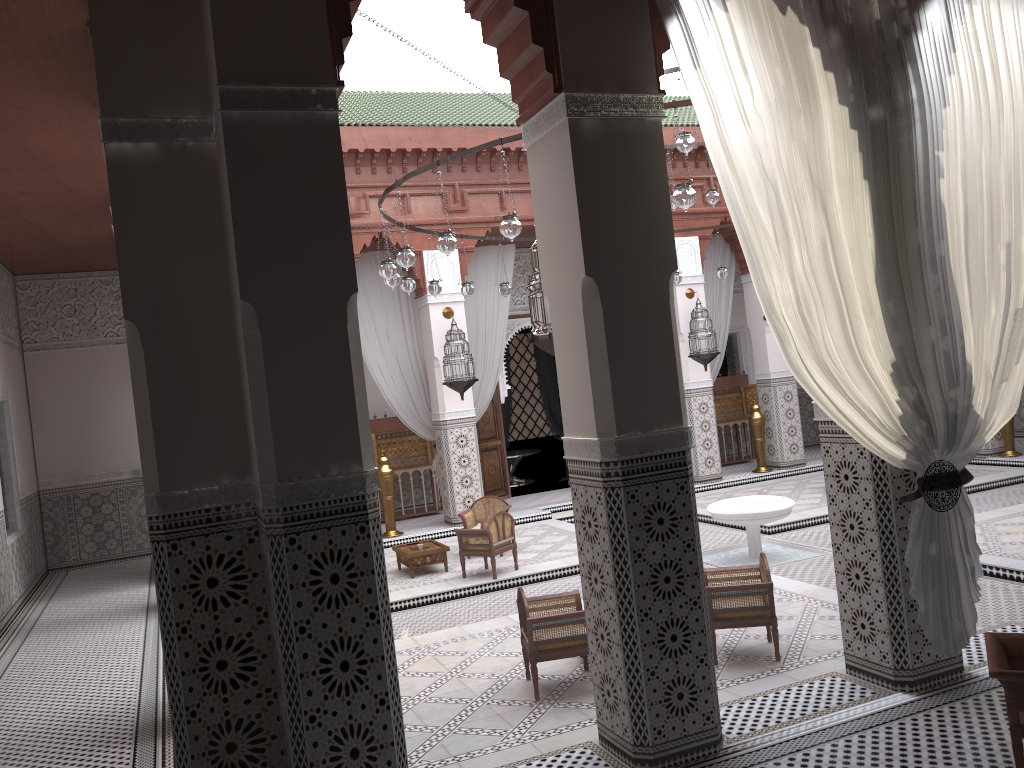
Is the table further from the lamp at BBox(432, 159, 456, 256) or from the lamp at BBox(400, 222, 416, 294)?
the lamp at BBox(432, 159, 456, 256)

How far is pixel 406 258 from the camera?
3.55m

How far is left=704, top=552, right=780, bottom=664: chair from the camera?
2.7m

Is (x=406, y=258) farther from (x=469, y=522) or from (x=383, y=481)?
(x=383, y=481)

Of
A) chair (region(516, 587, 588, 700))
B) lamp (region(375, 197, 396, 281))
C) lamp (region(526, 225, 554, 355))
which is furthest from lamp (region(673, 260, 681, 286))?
lamp (region(526, 225, 554, 355))

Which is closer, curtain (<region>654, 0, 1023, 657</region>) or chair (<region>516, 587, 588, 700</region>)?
curtain (<region>654, 0, 1023, 657</region>)

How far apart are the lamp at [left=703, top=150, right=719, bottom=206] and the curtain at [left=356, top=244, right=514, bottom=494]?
1.65m

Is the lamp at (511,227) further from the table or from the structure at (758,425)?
the structure at (758,425)

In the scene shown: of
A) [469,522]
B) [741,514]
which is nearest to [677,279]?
[741,514]

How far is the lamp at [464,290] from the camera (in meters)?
5.00
